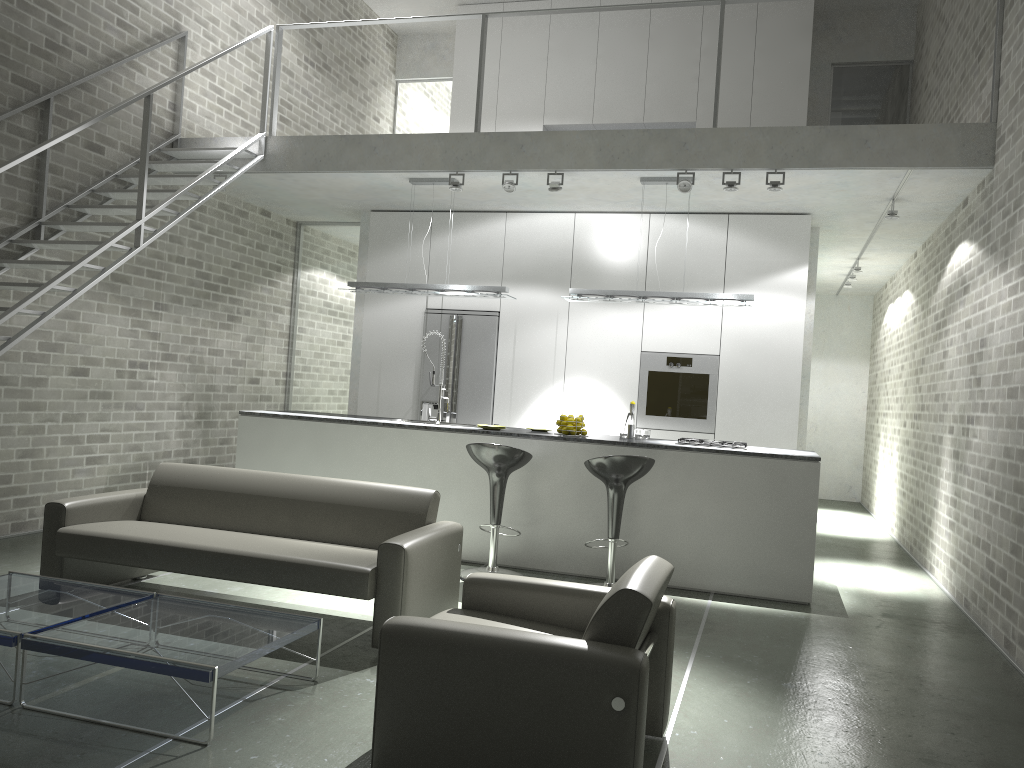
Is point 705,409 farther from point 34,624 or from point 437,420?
point 34,624

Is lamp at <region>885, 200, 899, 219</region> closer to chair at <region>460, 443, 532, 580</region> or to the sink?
chair at <region>460, 443, 532, 580</region>

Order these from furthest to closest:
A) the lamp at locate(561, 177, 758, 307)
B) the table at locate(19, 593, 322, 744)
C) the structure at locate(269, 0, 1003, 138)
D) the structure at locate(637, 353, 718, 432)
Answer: the structure at locate(637, 353, 718, 432), the lamp at locate(561, 177, 758, 307), the structure at locate(269, 0, 1003, 138), the table at locate(19, 593, 322, 744)

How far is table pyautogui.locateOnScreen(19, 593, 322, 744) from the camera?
3.1 meters

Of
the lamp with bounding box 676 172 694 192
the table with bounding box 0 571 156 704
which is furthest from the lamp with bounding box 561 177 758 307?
the table with bounding box 0 571 156 704

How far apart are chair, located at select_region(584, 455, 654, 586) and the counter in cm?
47

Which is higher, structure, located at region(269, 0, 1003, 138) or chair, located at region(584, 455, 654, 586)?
structure, located at region(269, 0, 1003, 138)

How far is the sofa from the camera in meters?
4.2

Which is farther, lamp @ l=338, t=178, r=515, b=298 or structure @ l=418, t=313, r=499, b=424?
structure @ l=418, t=313, r=499, b=424

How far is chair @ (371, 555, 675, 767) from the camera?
2.6m
